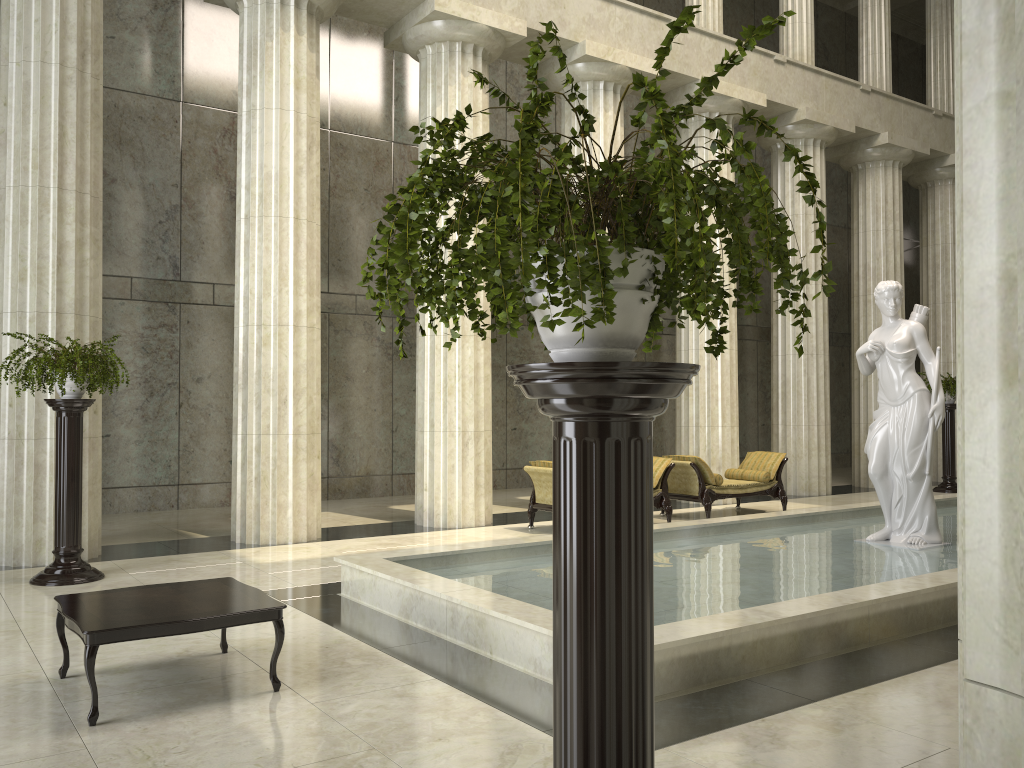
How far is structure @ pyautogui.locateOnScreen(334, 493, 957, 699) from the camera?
5.38m

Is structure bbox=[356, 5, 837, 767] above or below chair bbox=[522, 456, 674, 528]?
above

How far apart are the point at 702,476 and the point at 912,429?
3.85m

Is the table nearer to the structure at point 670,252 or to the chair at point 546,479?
the structure at point 670,252

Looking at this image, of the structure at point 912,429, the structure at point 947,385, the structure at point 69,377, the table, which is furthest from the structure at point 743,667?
the structure at point 947,385

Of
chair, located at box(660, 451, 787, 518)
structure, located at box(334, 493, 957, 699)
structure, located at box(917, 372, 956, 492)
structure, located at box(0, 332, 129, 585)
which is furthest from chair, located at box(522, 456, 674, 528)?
structure, located at box(917, 372, 956, 492)

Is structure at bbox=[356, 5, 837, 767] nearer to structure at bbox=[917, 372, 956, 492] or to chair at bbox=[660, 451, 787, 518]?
chair at bbox=[660, 451, 787, 518]

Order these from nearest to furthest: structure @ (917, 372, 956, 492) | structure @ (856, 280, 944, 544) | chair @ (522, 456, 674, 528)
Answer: structure @ (856, 280, 944, 544) → chair @ (522, 456, 674, 528) → structure @ (917, 372, 956, 492)

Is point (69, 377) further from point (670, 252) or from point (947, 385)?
point (947, 385)

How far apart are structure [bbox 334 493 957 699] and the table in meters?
1.3 m
